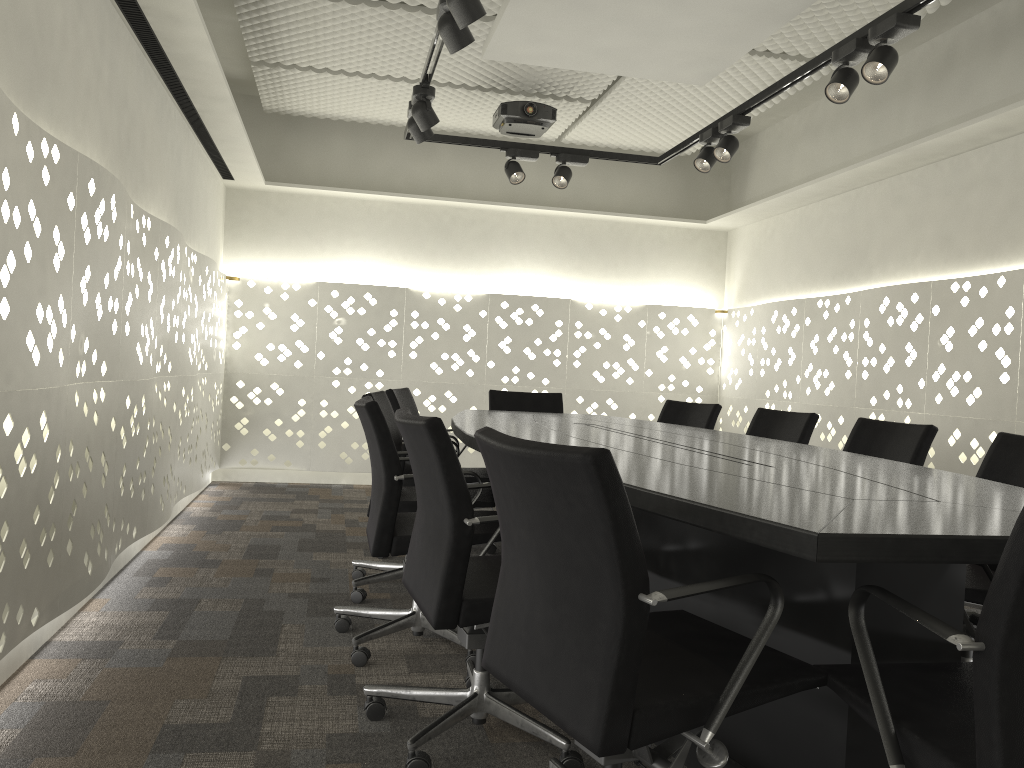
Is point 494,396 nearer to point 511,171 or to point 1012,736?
point 511,171

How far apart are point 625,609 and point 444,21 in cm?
217

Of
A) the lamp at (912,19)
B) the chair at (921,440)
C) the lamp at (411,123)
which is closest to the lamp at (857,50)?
the lamp at (912,19)

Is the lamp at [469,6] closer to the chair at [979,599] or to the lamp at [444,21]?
the lamp at [444,21]

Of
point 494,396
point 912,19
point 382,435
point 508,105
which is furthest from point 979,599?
point 508,105

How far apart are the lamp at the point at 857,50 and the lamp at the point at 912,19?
0.1 meters

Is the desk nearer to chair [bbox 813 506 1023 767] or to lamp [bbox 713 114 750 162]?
chair [bbox 813 506 1023 767]

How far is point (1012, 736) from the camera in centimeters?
109cm

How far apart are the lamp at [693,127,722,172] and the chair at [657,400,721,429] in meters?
1.2

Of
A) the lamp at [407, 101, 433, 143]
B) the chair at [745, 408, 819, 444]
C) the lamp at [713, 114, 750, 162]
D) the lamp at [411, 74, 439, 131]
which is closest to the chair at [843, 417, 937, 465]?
the chair at [745, 408, 819, 444]
